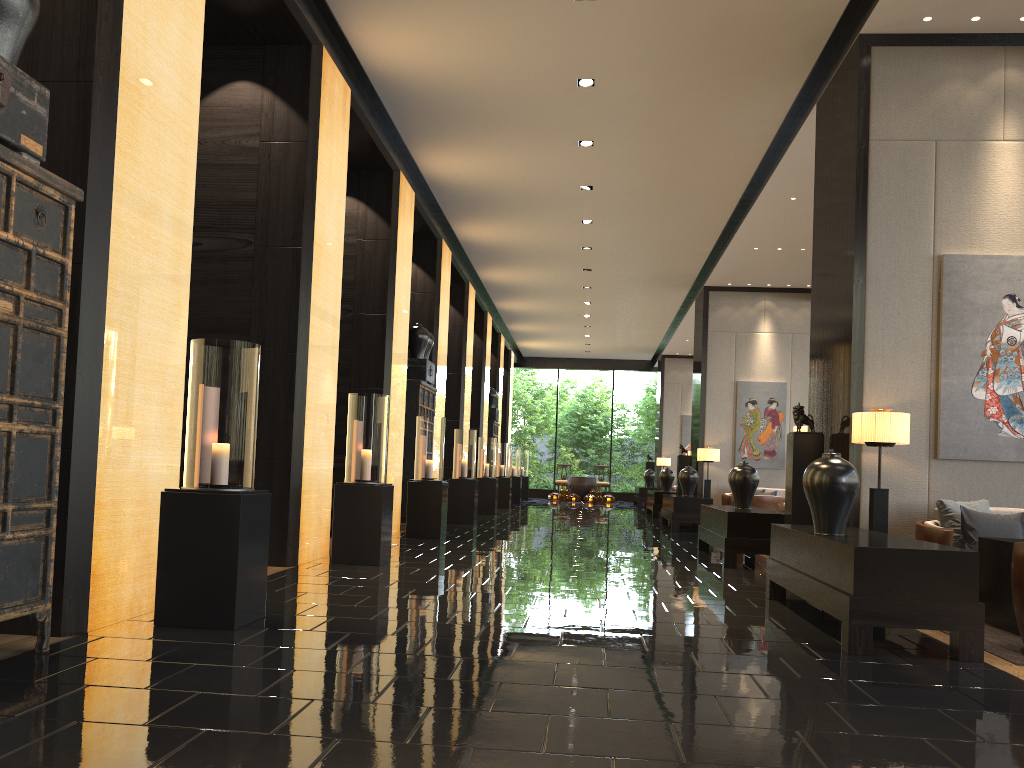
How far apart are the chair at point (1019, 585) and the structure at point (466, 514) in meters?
9.0 m

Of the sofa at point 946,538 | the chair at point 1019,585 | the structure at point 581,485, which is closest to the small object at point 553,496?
the structure at point 581,485

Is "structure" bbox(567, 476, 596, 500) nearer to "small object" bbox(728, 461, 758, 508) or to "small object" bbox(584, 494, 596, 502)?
"small object" bbox(584, 494, 596, 502)

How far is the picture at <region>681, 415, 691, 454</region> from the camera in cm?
2426

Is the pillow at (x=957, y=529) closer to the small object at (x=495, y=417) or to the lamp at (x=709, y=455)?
the lamp at (x=709, y=455)

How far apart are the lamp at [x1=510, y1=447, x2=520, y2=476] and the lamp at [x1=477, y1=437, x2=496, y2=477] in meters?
5.8

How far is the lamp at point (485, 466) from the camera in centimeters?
1592cm

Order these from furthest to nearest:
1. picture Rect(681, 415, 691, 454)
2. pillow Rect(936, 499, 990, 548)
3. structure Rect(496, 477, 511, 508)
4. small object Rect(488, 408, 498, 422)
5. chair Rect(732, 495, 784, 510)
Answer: picture Rect(681, 415, 691, 454) < small object Rect(488, 408, 498, 422) < structure Rect(496, 477, 511, 508) < chair Rect(732, 495, 784, 510) < pillow Rect(936, 499, 990, 548)

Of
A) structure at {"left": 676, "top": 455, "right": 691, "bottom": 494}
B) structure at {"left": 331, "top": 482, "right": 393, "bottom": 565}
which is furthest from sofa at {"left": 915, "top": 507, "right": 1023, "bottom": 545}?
structure at {"left": 676, "top": 455, "right": 691, "bottom": 494}

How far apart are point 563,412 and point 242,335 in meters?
31.5 m
